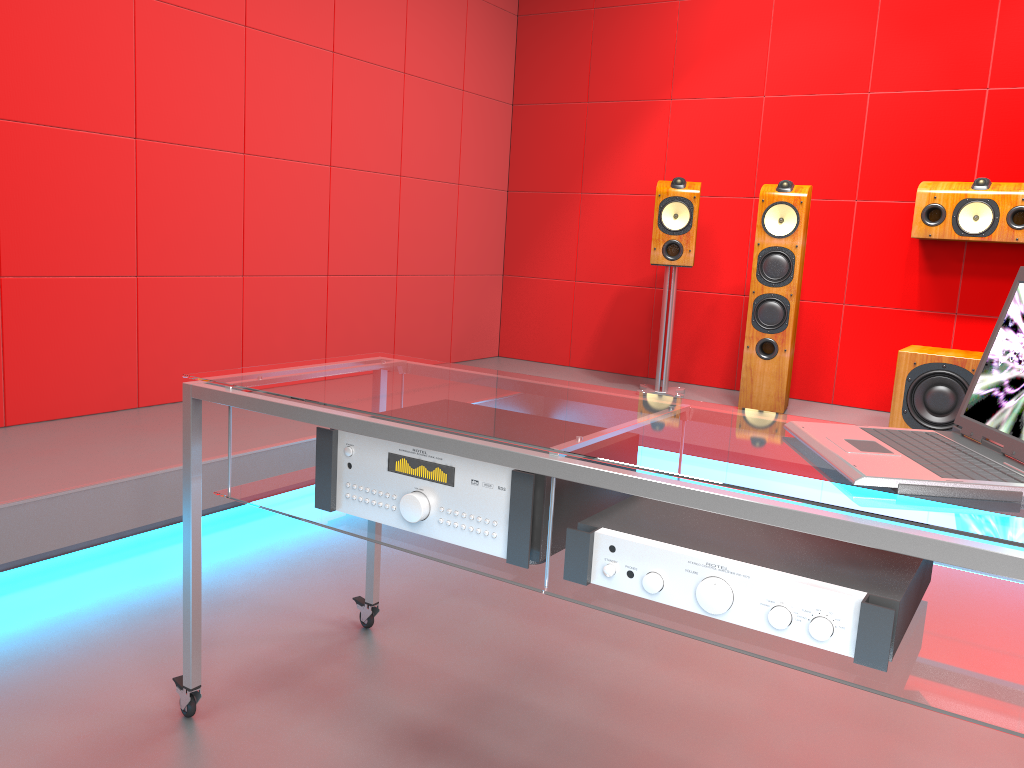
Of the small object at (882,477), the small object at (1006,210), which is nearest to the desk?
the small object at (882,477)

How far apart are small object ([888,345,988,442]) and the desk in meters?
2.4 m

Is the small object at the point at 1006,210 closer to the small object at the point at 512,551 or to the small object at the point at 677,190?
the small object at the point at 677,190

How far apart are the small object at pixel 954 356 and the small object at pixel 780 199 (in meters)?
0.48

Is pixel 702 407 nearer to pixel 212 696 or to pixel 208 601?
pixel 212 696

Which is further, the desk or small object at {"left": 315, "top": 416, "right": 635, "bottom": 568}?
small object at {"left": 315, "top": 416, "right": 635, "bottom": 568}

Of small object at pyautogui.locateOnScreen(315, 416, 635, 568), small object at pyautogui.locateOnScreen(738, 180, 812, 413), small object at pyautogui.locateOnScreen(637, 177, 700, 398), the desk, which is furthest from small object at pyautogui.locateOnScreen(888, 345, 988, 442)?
small object at pyautogui.locateOnScreen(315, 416, 635, 568)

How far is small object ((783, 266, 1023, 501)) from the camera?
1.1m

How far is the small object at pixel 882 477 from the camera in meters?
1.1

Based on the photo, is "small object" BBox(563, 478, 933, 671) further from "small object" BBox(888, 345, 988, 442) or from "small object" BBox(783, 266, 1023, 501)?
"small object" BBox(888, 345, 988, 442)
